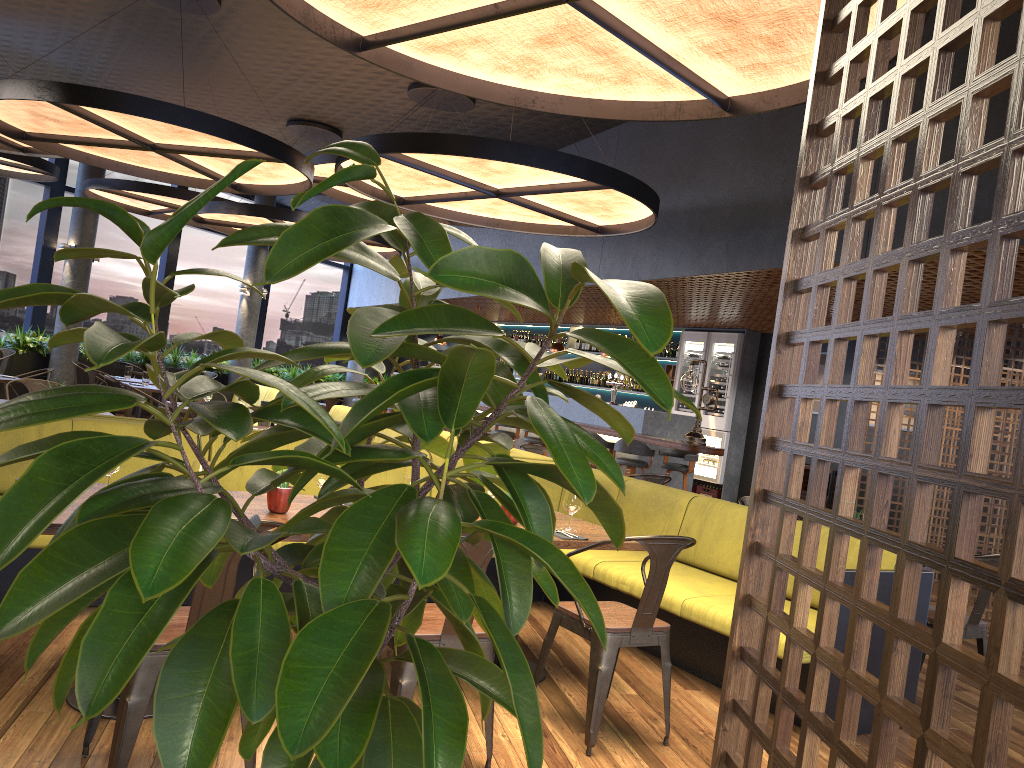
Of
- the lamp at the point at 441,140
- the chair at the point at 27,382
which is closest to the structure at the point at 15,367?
the chair at the point at 27,382

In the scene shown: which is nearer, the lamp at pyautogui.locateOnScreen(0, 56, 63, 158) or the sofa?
the lamp at pyautogui.locateOnScreen(0, 56, 63, 158)

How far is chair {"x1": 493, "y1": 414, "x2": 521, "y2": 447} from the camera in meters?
12.3

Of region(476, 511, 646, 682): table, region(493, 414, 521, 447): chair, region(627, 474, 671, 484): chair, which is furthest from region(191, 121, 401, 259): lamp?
region(476, 511, 646, 682): table

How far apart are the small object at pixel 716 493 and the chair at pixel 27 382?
8.5 meters

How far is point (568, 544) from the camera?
4.09m

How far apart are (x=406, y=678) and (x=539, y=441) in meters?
8.7

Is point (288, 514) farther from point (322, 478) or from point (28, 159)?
point (28, 159)

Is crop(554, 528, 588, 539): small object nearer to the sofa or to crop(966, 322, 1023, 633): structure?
crop(966, 322, 1023, 633): structure

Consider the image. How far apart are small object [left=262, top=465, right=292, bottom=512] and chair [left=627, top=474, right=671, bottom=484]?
3.80m
